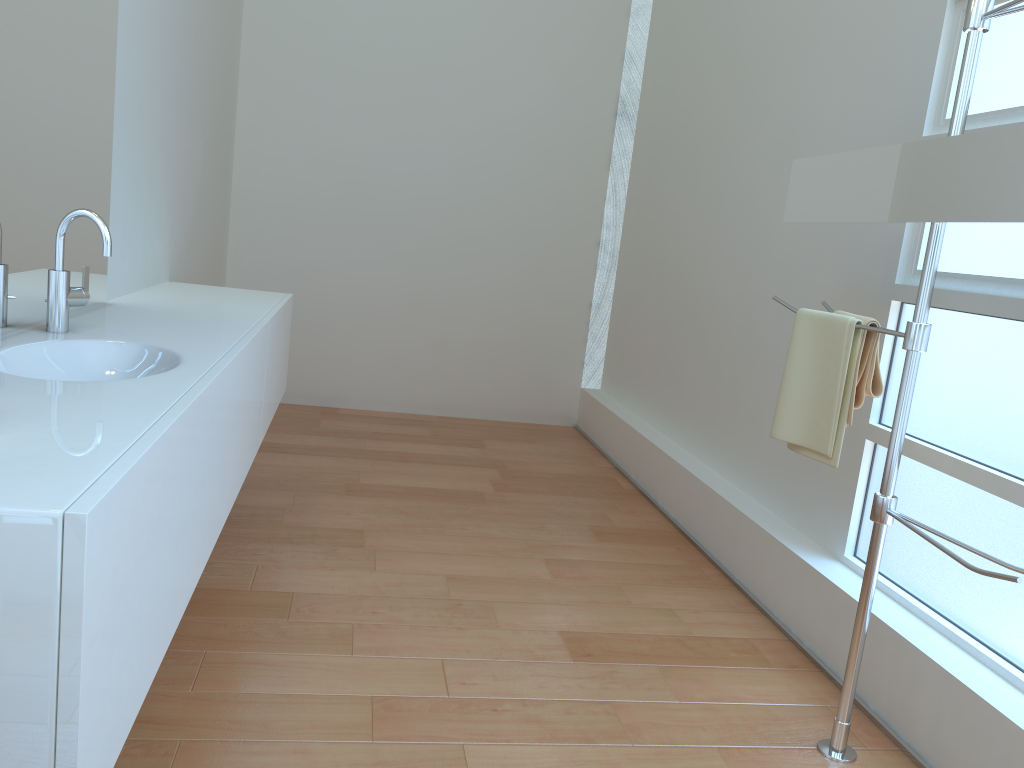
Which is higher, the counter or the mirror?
the mirror

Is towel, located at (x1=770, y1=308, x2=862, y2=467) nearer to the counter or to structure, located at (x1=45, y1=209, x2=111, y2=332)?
the counter

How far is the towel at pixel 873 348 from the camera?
2.1m

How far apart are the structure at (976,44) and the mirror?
0.0m

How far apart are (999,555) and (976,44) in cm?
112

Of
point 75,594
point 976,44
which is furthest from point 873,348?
point 75,594

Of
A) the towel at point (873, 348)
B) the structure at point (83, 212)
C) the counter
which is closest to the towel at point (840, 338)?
the towel at point (873, 348)

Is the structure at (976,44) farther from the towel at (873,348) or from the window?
the window

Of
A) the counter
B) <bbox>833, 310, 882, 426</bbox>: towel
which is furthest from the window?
the counter

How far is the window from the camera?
2.03m
